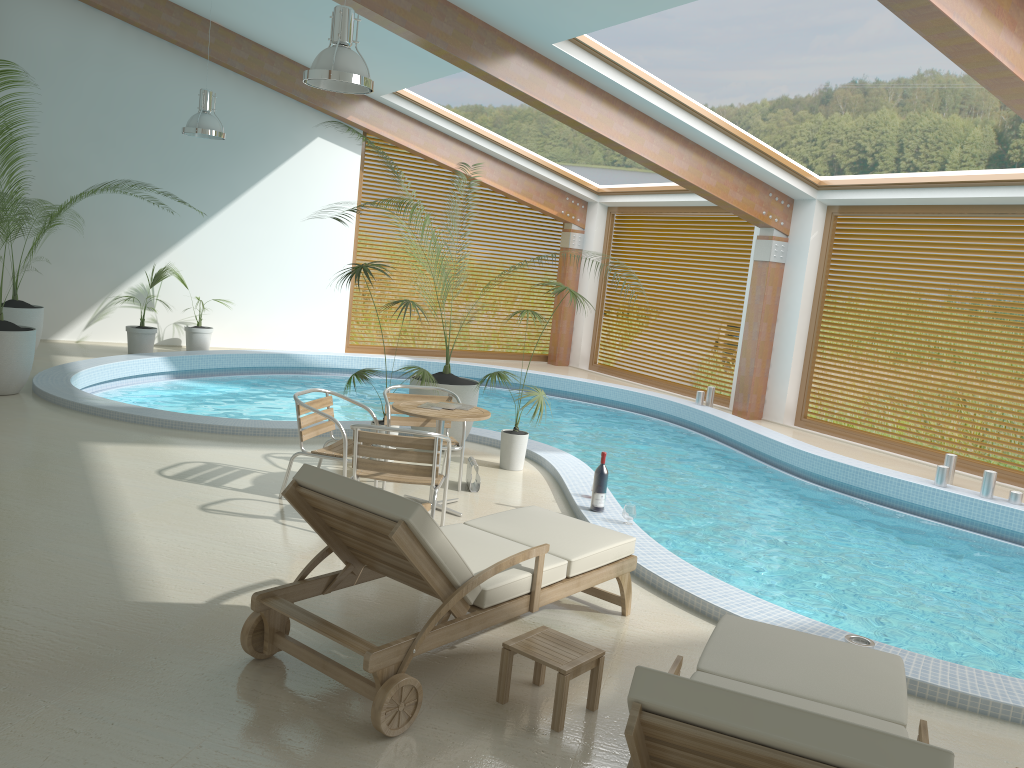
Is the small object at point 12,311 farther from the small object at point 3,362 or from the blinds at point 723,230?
the blinds at point 723,230

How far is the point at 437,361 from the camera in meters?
14.6 m

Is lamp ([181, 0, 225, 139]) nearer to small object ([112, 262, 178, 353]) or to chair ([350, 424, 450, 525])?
small object ([112, 262, 178, 353])

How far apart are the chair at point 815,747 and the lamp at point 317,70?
4.47m

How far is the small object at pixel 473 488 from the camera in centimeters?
699cm

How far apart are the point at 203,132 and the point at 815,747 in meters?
10.3

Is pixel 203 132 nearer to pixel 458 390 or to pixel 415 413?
pixel 458 390

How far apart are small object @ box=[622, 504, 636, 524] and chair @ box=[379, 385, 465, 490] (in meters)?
1.42

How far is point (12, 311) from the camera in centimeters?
1051cm

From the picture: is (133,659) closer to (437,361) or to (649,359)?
(437,361)
